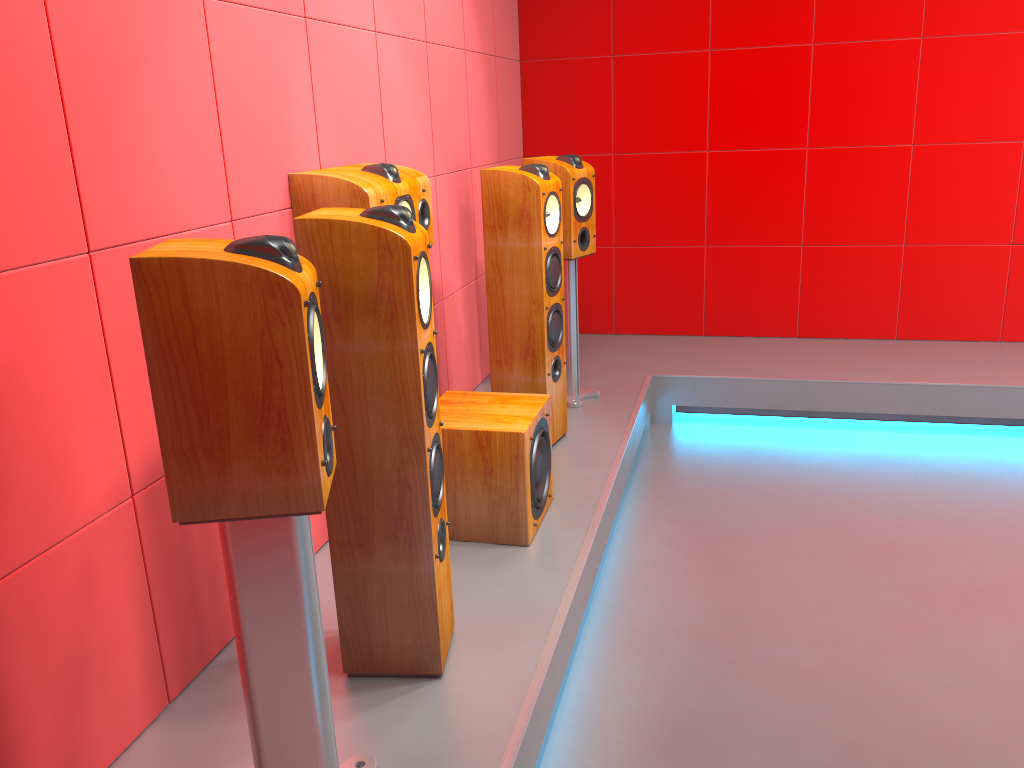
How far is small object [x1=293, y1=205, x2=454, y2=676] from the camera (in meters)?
1.75

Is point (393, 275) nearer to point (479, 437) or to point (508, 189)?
point (479, 437)

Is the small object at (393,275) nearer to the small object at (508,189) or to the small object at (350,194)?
the small object at (350,194)

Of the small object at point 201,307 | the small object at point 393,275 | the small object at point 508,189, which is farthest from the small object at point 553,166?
the small object at point 201,307

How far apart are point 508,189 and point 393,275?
1.46m

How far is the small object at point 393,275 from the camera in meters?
1.7

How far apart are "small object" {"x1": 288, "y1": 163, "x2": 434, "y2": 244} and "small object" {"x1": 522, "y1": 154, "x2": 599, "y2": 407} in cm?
95

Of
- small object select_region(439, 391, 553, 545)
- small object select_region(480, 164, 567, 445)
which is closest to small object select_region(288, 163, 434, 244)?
small object select_region(480, 164, 567, 445)

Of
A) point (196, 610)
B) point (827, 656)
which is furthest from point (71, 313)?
point (827, 656)

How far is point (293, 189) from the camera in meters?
2.4 m
